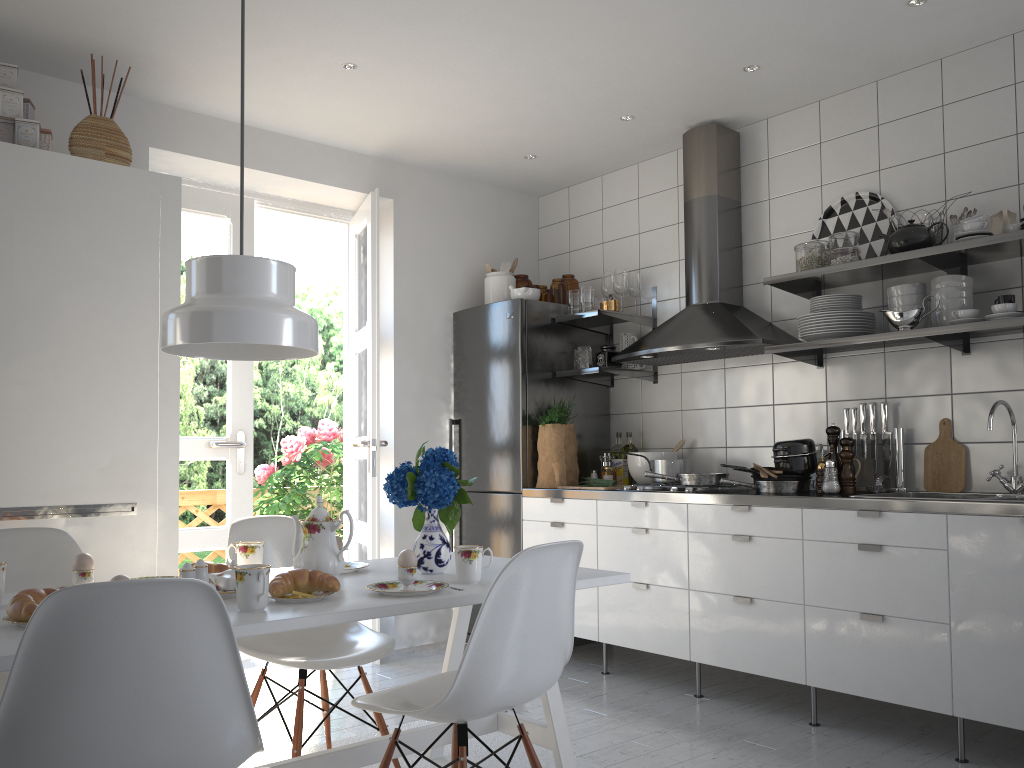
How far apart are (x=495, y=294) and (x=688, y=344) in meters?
1.3 m

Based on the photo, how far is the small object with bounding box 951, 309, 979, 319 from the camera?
3.1 meters

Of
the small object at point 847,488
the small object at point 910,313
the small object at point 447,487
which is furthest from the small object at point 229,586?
the small object at point 910,313

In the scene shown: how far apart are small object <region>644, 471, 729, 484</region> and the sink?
0.7m

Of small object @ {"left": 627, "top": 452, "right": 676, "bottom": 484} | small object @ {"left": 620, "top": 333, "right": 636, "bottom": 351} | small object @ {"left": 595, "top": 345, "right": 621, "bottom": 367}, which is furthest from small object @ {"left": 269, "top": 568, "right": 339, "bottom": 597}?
small object @ {"left": 620, "top": 333, "right": 636, "bottom": 351}

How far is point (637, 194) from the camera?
4.8m

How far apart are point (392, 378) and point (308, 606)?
2.8 meters

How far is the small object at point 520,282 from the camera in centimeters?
505cm

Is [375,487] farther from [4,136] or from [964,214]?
[964,214]

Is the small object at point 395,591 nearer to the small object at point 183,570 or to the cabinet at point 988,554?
the small object at point 183,570
